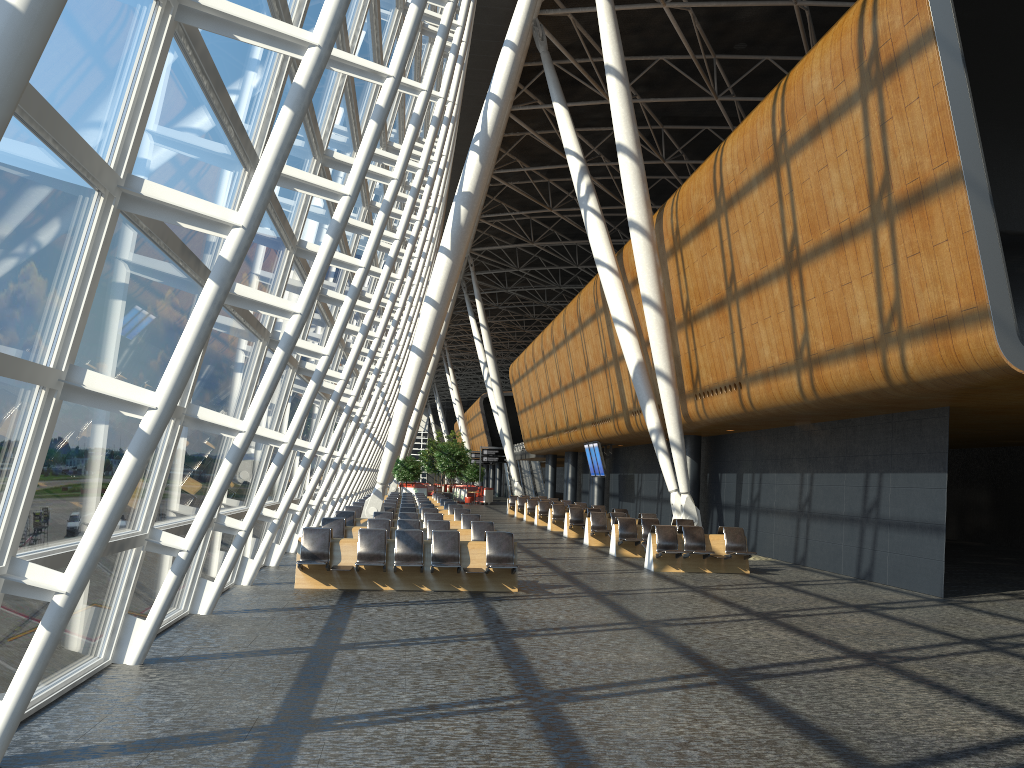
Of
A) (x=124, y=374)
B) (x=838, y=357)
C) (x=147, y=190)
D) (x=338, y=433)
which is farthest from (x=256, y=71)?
(x=838, y=357)

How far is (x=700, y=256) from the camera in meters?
18.5 m

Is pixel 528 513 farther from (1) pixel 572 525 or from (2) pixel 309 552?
(2) pixel 309 552

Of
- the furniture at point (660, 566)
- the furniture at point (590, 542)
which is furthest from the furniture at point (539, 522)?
the furniture at point (660, 566)

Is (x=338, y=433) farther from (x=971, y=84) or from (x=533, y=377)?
(x=533, y=377)

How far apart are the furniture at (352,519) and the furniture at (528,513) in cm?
1494

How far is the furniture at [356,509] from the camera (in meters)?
21.65

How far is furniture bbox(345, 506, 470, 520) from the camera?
21.65m

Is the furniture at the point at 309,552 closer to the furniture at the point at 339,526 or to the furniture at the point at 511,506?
the furniture at the point at 339,526

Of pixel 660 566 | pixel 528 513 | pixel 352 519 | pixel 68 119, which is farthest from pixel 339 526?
pixel 528 513
